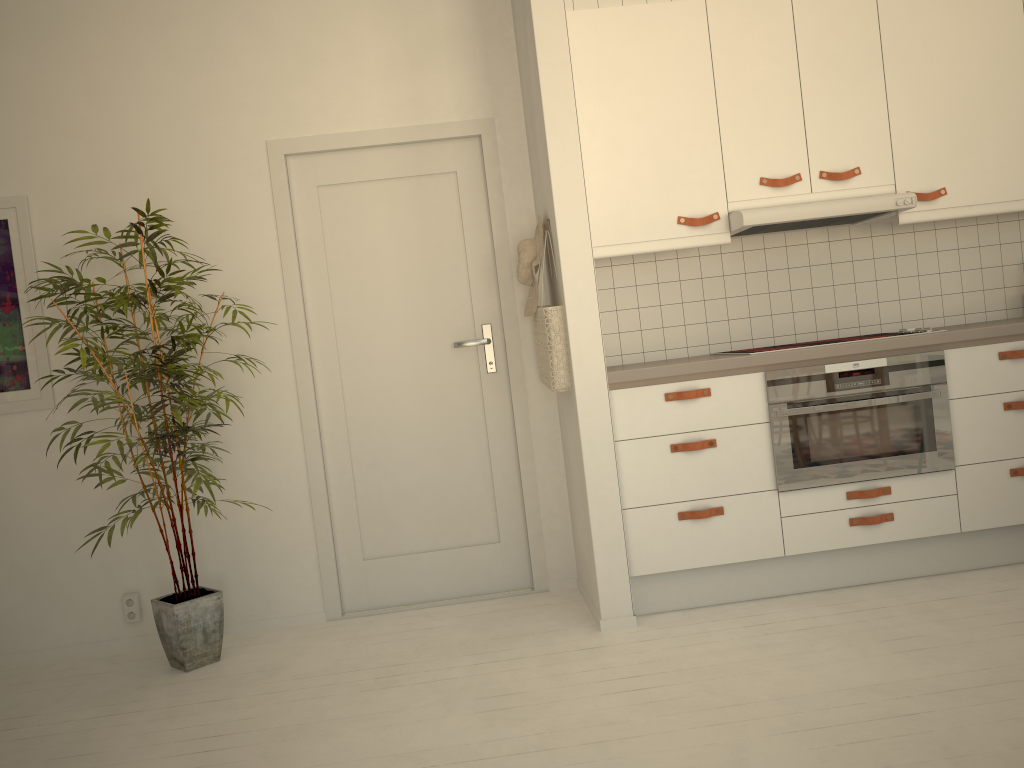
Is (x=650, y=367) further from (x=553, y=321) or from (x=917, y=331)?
(x=917, y=331)

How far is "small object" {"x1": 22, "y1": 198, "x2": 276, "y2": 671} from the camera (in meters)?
3.19

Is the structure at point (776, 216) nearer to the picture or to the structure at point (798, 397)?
the structure at point (798, 397)

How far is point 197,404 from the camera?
3.2m

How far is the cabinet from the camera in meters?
3.3 m

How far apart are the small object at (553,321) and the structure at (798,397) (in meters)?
0.74

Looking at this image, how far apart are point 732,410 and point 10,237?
2.96m

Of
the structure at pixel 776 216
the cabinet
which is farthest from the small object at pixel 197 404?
the structure at pixel 776 216

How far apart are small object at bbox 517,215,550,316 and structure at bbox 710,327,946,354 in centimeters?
90cm

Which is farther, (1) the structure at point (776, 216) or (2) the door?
(2) the door
